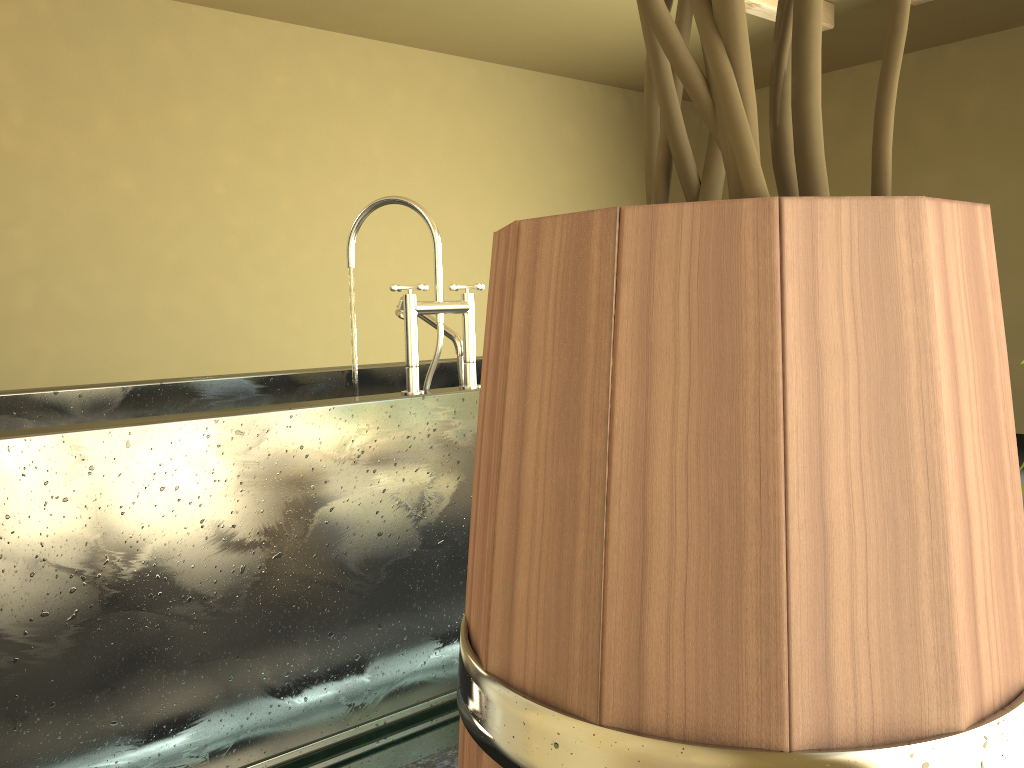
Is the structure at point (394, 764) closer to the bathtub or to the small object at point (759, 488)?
the bathtub

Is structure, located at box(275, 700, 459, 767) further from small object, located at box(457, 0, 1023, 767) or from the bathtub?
small object, located at box(457, 0, 1023, 767)

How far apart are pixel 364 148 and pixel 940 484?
5.7 meters

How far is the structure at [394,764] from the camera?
1.8m

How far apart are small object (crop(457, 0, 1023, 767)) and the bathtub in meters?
1.4

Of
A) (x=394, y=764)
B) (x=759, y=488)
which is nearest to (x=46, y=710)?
(x=394, y=764)

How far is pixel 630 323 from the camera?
0.3 meters

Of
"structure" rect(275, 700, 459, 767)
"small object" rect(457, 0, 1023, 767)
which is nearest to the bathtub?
"structure" rect(275, 700, 459, 767)

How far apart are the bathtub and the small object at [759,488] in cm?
137

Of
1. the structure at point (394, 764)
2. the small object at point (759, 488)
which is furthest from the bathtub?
the small object at point (759, 488)
